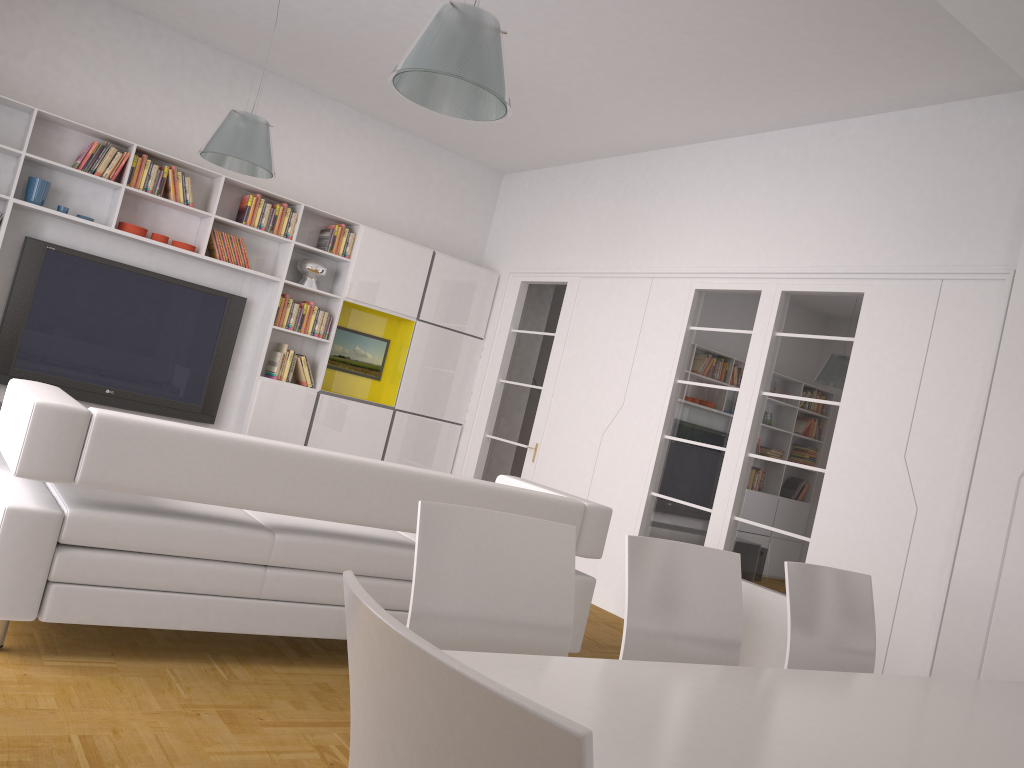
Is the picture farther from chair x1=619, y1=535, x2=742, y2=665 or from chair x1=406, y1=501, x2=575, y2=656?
chair x1=406, y1=501, x2=575, y2=656

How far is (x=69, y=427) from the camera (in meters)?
2.97

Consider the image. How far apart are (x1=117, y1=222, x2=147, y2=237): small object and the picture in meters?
1.8 m

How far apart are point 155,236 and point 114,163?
0.59m

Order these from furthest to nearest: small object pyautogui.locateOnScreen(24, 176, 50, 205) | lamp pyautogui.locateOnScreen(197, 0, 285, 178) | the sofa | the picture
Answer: the picture
small object pyautogui.locateOnScreen(24, 176, 50, 205)
lamp pyautogui.locateOnScreen(197, 0, 285, 178)
the sofa

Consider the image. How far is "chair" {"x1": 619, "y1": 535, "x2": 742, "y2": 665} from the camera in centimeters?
240cm

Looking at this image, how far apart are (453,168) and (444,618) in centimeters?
693cm

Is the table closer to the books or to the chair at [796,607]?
the chair at [796,607]

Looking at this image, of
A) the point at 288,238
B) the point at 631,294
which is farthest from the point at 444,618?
the point at 288,238

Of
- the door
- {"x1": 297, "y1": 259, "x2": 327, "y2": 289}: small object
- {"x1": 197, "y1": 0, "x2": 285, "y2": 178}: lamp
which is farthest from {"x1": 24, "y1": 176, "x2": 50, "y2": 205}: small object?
the door
